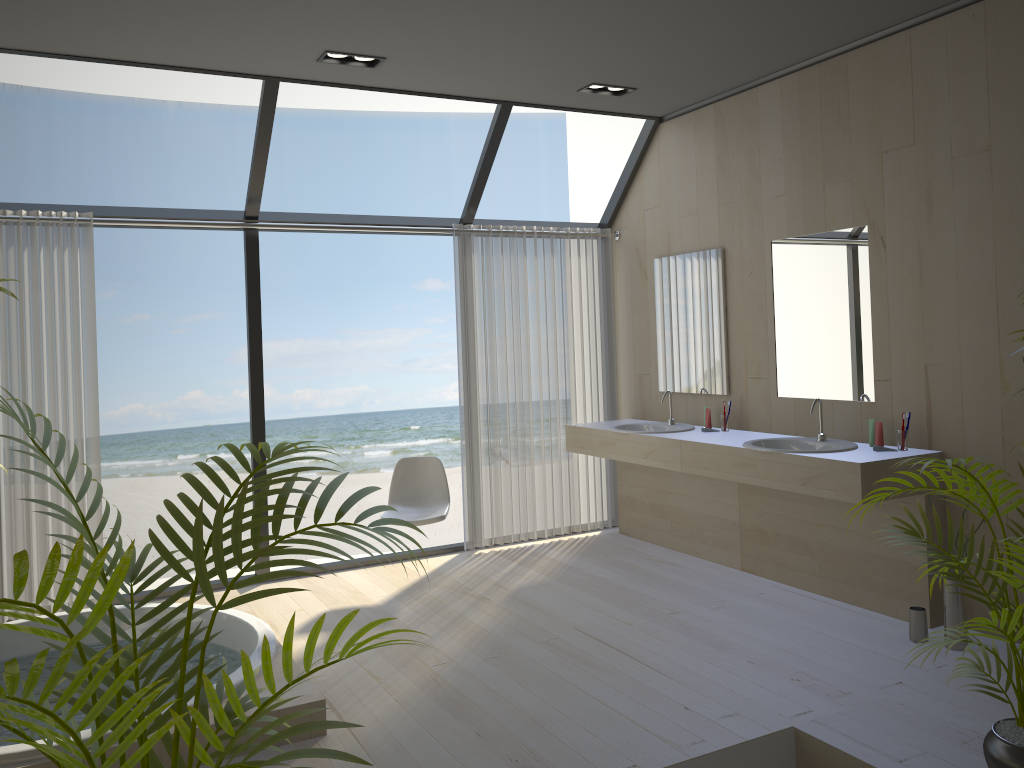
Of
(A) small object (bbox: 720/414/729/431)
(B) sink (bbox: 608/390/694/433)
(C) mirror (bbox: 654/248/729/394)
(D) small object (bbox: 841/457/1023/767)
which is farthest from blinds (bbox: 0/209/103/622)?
(D) small object (bbox: 841/457/1023/767)

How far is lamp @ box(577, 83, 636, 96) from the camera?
5.0 meters

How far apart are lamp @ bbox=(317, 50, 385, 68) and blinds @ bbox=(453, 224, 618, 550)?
1.4m

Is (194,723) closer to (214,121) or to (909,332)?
(909,332)

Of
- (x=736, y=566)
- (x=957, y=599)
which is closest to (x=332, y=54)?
(x=736, y=566)

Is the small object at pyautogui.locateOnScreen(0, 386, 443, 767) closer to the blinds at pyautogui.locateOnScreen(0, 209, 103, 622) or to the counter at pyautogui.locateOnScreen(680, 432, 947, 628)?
the counter at pyautogui.locateOnScreen(680, 432, 947, 628)

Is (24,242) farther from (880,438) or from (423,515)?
(880,438)

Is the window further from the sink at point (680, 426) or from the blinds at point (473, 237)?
the sink at point (680, 426)

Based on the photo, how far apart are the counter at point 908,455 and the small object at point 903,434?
0.0m

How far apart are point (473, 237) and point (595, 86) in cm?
125
